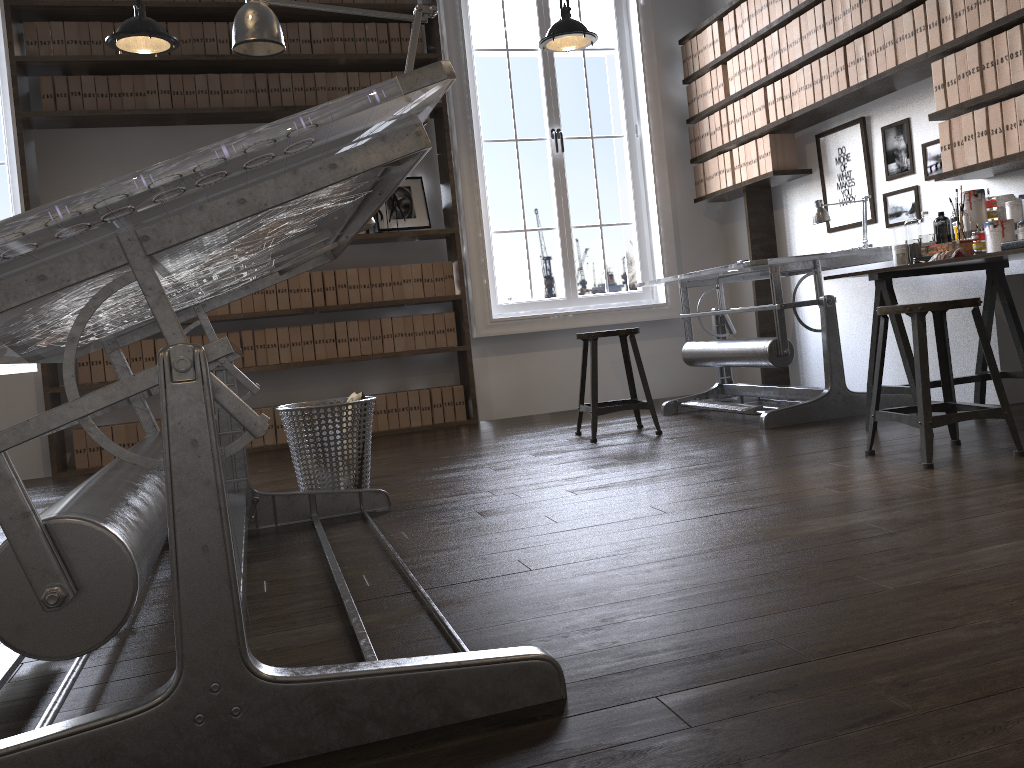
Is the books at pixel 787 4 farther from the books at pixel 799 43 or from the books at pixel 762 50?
the books at pixel 762 50

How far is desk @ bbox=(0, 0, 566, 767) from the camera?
1.13m

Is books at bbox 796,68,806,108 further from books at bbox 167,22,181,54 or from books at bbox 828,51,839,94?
books at bbox 167,22,181,54

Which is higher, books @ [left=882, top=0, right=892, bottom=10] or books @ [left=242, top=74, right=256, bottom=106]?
books @ [left=242, top=74, right=256, bottom=106]

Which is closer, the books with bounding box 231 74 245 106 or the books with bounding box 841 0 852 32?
the books with bounding box 841 0 852 32

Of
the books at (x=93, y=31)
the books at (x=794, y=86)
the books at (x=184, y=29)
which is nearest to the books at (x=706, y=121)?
the books at (x=794, y=86)

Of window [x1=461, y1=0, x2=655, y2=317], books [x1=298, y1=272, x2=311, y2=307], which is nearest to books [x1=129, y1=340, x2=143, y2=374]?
books [x1=298, y1=272, x2=311, y2=307]

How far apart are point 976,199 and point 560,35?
2.1 meters

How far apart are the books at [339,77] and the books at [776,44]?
2.56m

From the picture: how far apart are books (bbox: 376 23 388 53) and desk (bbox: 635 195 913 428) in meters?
2.3 m
